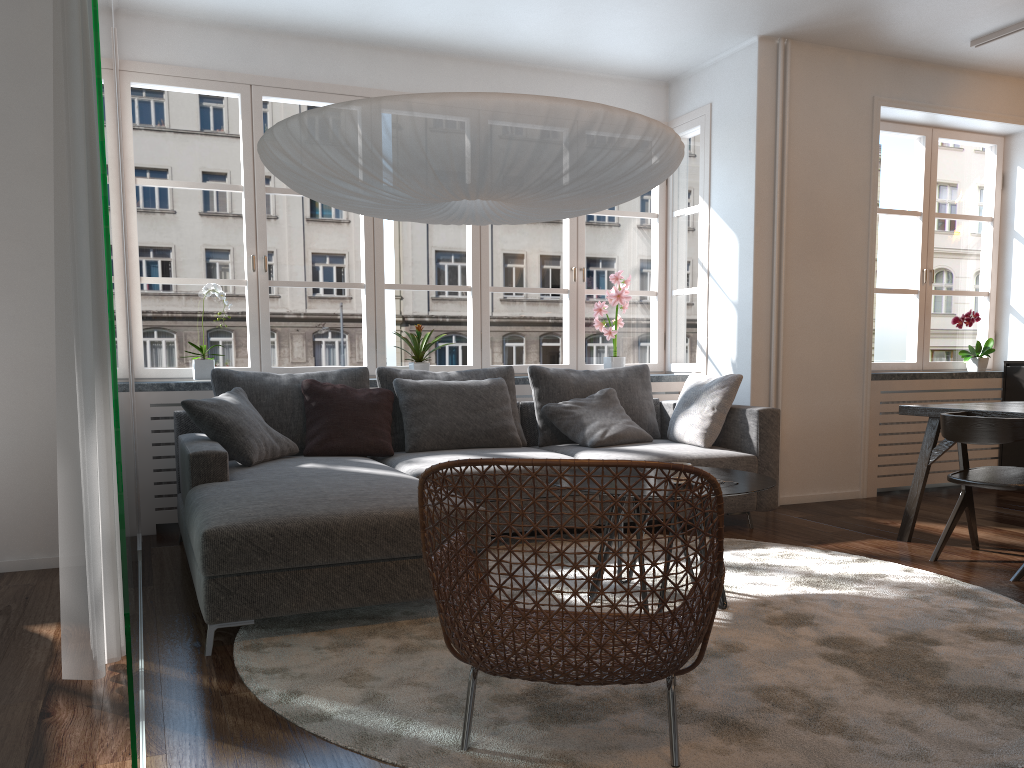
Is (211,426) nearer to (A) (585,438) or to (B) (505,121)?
(A) (585,438)

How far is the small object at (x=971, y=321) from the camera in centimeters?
614cm

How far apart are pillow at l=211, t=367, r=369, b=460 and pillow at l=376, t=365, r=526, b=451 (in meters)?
0.08

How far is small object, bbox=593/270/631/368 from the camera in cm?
579

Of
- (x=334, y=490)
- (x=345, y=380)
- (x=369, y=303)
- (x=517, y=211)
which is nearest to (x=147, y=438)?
(x=345, y=380)

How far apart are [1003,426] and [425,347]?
3.1 meters

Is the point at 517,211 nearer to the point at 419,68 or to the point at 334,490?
the point at 334,490

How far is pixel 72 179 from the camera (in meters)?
2.35

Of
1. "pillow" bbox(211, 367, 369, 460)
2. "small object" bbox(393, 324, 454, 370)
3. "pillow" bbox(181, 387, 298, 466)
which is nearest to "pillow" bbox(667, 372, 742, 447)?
"small object" bbox(393, 324, 454, 370)

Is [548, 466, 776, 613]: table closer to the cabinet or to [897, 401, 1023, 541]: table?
[897, 401, 1023, 541]: table
